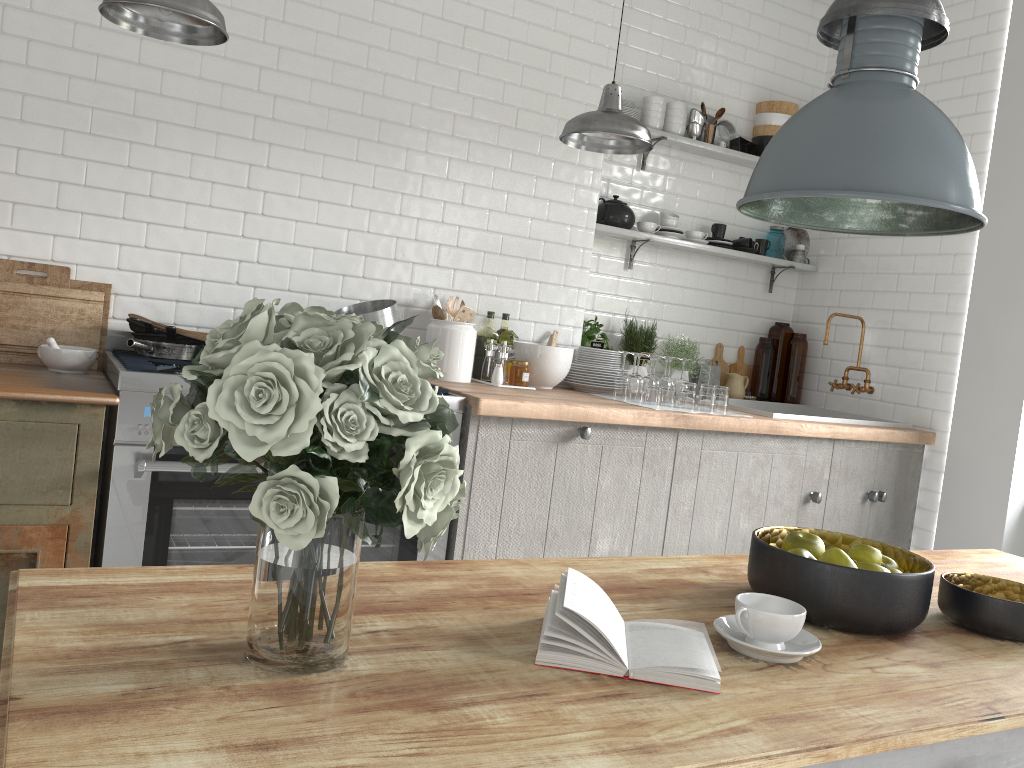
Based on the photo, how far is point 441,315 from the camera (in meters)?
4.33

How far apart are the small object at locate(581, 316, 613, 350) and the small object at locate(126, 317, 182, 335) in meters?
2.4

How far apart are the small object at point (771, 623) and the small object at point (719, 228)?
4.17m

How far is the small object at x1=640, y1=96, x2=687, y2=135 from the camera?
5.1 meters

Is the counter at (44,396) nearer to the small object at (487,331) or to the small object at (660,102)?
the small object at (487,331)

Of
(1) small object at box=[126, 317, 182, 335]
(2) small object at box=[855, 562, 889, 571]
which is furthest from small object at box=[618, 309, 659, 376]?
(2) small object at box=[855, 562, 889, 571]

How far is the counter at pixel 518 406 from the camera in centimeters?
370cm

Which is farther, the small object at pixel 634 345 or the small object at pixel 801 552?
the small object at pixel 634 345

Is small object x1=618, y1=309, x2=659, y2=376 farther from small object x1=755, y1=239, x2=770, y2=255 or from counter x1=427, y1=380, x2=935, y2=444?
small object x1=755, y1=239, x2=770, y2=255

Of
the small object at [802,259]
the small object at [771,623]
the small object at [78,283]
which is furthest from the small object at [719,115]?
the small object at [771,623]
